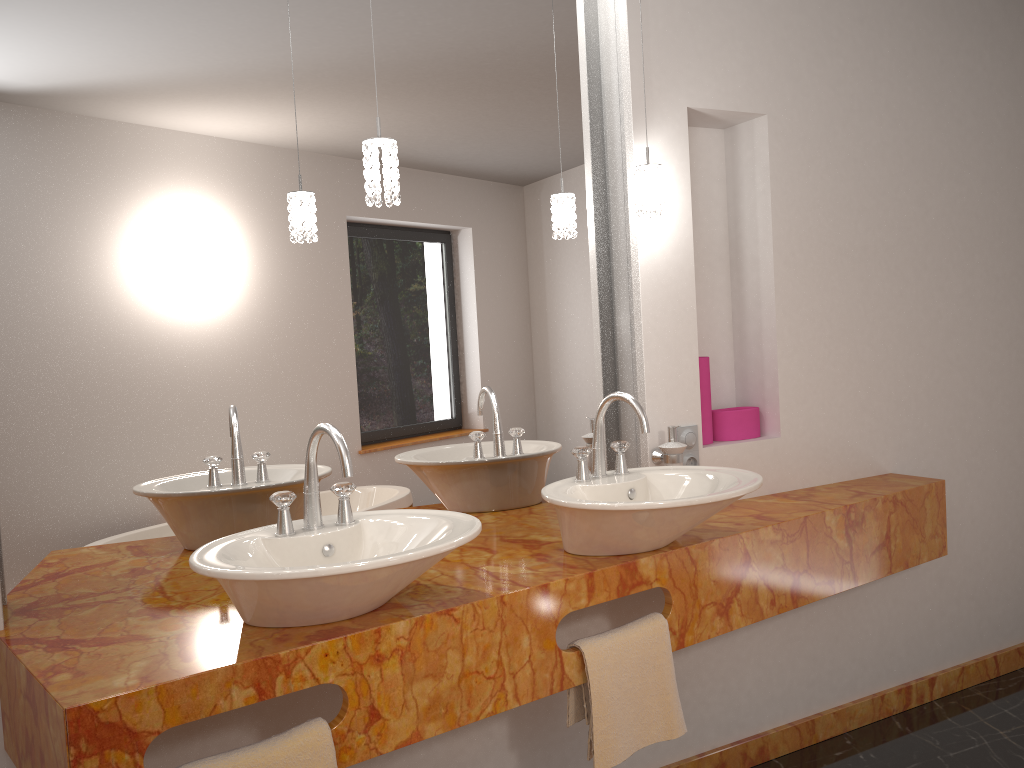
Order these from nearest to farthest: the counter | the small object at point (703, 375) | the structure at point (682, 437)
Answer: the counter → the structure at point (682, 437) → the small object at point (703, 375)

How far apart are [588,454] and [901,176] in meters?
1.6

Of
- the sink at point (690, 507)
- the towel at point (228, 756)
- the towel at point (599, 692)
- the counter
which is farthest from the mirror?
the towel at point (228, 756)

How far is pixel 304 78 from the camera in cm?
209

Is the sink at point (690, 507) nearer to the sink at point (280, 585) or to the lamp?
the sink at point (280, 585)

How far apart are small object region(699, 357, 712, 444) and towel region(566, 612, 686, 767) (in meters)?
0.72

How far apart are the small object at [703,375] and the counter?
0.2m

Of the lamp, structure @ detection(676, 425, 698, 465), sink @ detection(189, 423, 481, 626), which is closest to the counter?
sink @ detection(189, 423, 481, 626)

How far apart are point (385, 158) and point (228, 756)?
1.2m

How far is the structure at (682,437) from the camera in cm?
248
